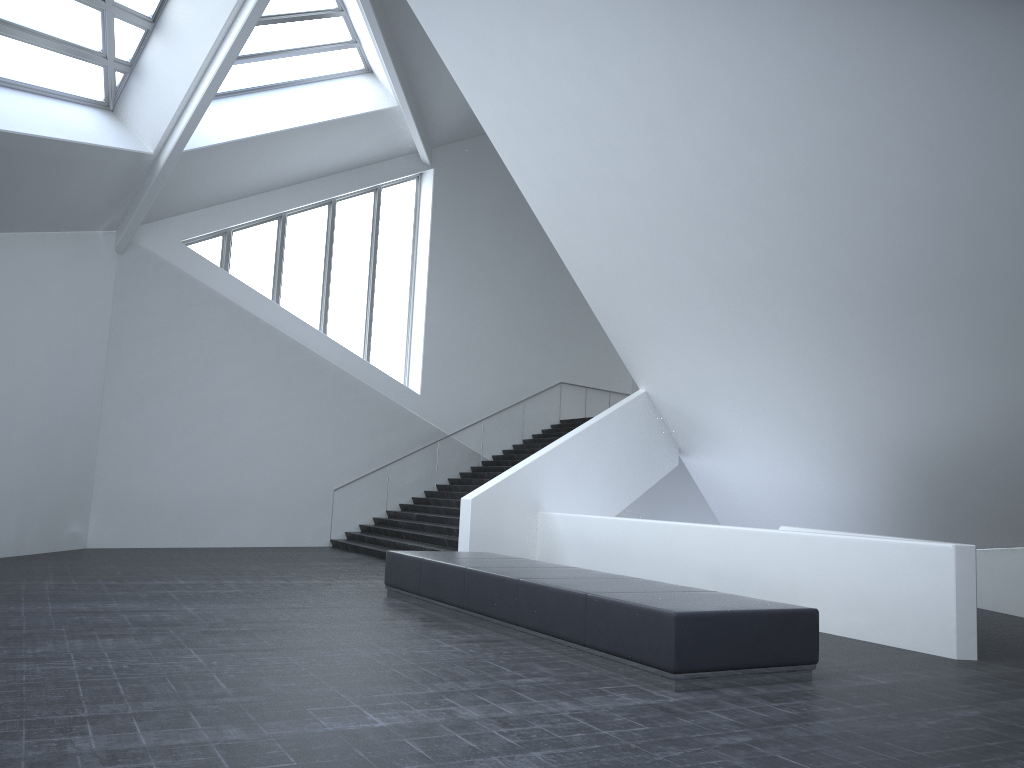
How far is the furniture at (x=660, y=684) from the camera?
6.55m

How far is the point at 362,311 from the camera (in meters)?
21.70

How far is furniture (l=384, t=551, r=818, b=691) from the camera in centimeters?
655cm

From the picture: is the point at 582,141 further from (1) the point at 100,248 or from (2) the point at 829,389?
(1) the point at 100,248

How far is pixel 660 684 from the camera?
6.6m
